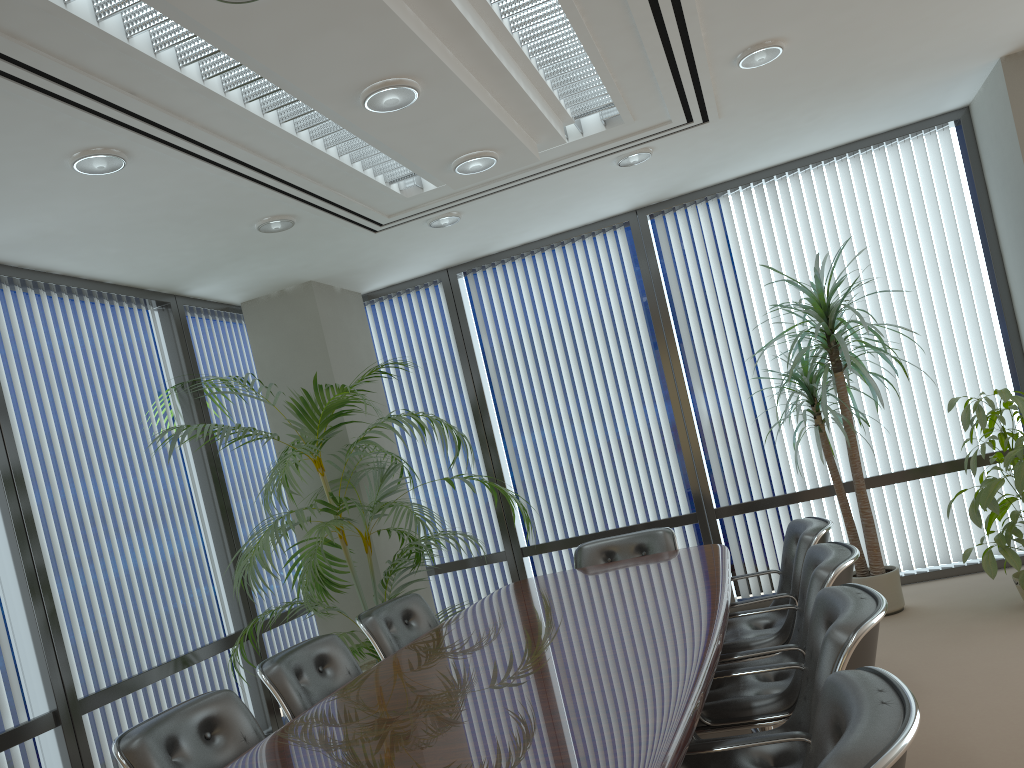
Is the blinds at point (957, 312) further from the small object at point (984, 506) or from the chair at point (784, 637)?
the chair at point (784, 637)

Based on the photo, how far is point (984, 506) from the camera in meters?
4.7

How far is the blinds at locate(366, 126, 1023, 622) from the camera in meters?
6.0 m

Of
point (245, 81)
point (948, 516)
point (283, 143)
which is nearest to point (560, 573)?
point (948, 516)

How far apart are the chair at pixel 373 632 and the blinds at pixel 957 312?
2.11m

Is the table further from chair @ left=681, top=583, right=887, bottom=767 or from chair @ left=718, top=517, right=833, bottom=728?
A: chair @ left=718, top=517, right=833, bottom=728

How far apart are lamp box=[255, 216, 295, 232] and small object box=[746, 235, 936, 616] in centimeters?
300cm

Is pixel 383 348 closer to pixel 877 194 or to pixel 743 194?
pixel 743 194

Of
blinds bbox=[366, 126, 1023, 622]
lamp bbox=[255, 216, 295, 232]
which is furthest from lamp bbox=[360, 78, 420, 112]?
blinds bbox=[366, 126, 1023, 622]

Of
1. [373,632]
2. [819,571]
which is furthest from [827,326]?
[373,632]
